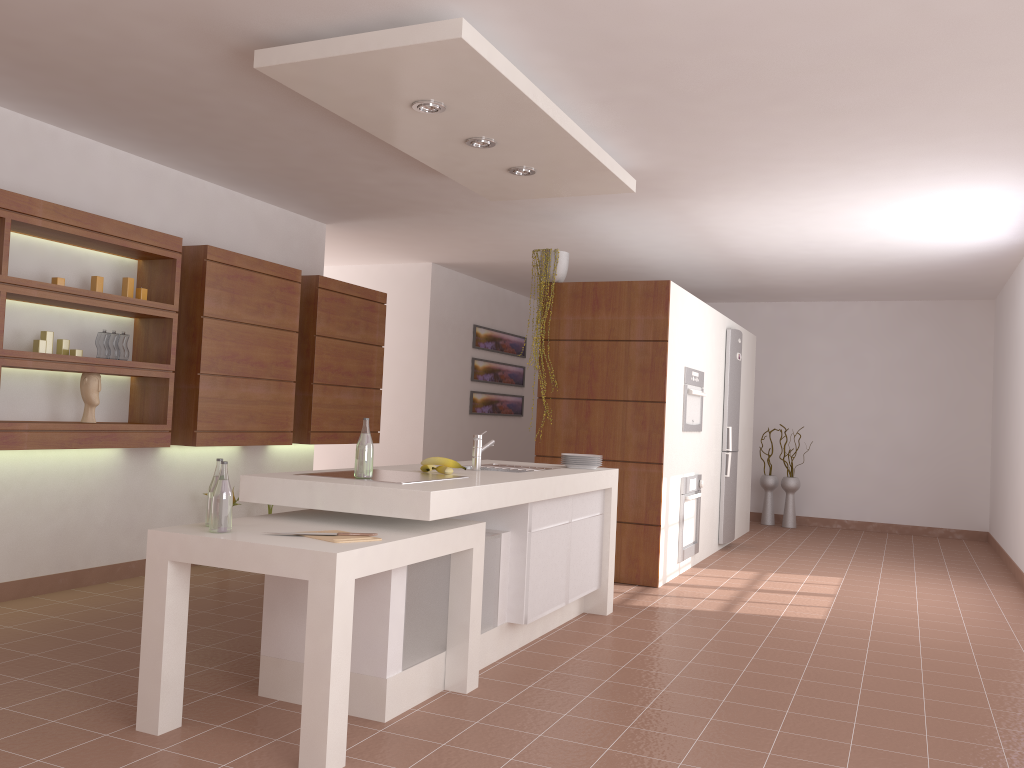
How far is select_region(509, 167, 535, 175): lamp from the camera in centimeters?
462cm

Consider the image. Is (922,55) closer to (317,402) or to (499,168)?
(499,168)

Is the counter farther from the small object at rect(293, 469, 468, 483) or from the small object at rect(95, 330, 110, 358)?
the small object at rect(95, 330, 110, 358)

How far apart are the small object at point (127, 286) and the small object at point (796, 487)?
7.04m

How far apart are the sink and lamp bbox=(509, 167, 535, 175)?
1.44m

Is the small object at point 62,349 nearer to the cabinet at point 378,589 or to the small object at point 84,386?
the small object at point 84,386

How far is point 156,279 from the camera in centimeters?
511cm

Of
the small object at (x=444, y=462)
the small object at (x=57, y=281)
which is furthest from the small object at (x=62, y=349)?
the small object at (x=444, y=462)

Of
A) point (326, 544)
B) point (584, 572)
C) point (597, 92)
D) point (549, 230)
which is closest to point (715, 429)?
point (549, 230)

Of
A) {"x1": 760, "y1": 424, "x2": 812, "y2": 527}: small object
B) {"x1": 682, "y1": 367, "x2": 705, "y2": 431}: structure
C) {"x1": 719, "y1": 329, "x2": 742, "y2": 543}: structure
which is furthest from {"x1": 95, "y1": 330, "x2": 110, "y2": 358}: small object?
{"x1": 760, "y1": 424, "x2": 812, "y2": 527}: small object
